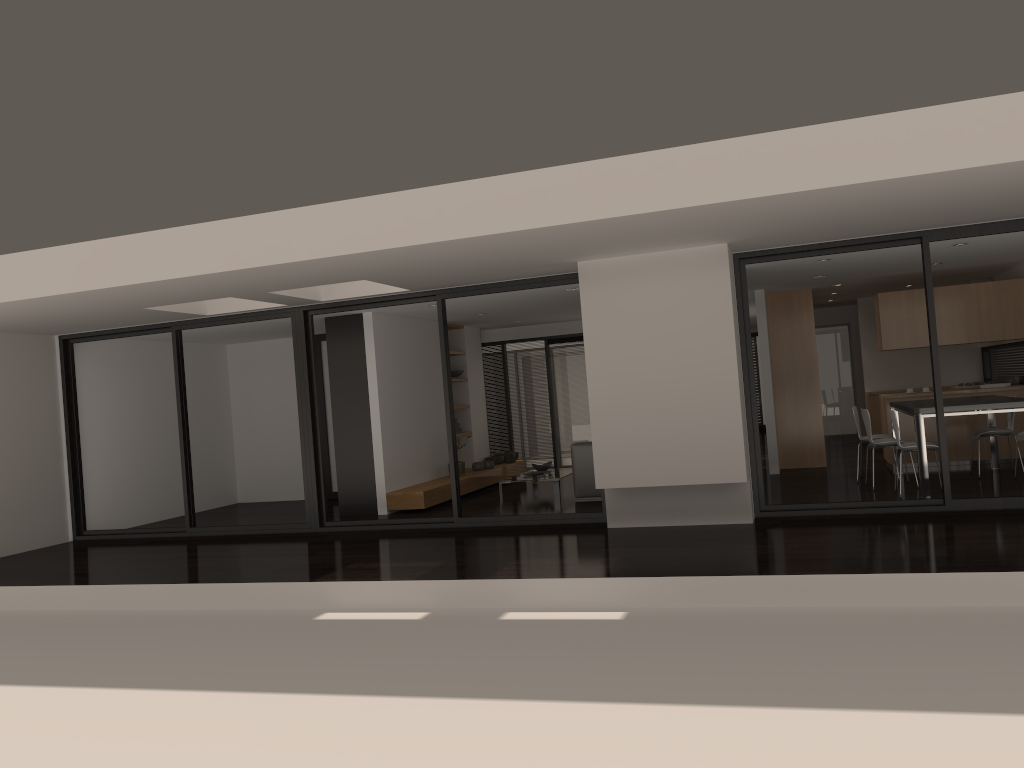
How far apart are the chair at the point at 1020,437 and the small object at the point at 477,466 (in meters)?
6.74

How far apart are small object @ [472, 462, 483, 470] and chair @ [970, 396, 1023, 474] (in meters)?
6.30

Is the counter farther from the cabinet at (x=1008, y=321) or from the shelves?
the shelves

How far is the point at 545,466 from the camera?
12.32m

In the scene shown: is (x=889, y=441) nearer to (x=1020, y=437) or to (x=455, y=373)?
(x=1020, y=437)

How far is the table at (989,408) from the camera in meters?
8.2

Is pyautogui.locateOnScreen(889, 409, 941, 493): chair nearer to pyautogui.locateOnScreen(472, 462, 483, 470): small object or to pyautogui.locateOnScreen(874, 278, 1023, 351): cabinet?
pyautogui.locateOnScreen(874, 278, 1023, 351): cabinet

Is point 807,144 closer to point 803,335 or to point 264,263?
point 264,263

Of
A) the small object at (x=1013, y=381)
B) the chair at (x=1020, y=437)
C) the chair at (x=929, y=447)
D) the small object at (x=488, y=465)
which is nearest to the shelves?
the small object at (x=488, y=465)

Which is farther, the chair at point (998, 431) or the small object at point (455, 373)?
the small object at point (455, 373)
